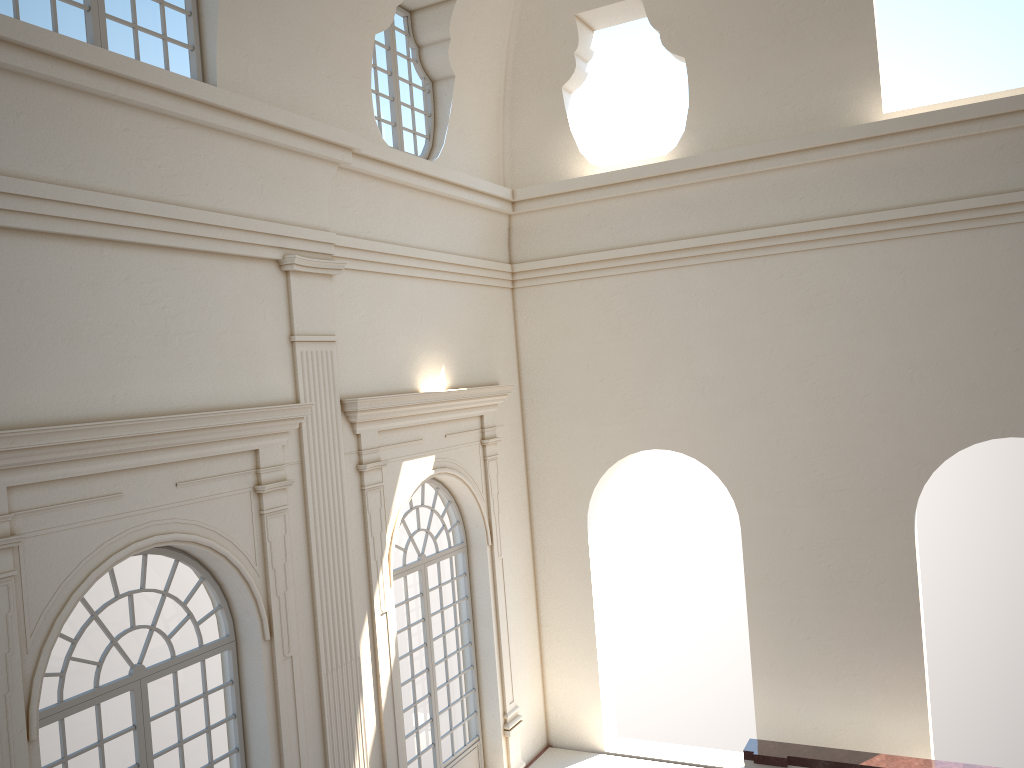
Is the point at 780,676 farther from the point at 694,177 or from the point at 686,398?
the point at 694,177

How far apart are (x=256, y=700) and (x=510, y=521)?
5.1 meters
